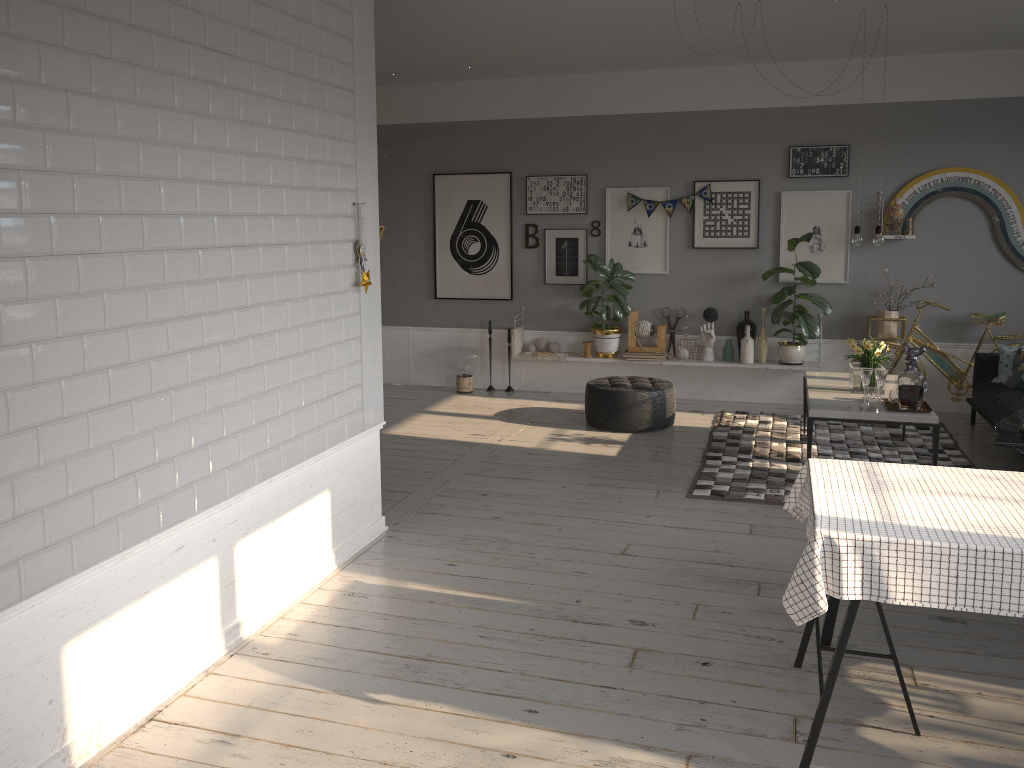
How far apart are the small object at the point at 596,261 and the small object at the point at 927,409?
2.9m

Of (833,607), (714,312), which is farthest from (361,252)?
(714,312)

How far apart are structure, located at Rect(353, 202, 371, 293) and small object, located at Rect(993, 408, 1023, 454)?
3.9 meters

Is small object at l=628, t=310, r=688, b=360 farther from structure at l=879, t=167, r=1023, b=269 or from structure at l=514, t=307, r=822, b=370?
structure at l=879, t=167, r=1023, b=269

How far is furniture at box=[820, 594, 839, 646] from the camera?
3.46m

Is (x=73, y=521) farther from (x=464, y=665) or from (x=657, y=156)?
(x=657, y=156)

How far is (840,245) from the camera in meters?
7.6 m

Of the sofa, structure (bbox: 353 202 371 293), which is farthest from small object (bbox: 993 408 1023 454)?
structure (bbox: 353 202 371 293)

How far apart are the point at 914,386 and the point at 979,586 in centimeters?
311cm

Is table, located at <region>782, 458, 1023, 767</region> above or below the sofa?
above
